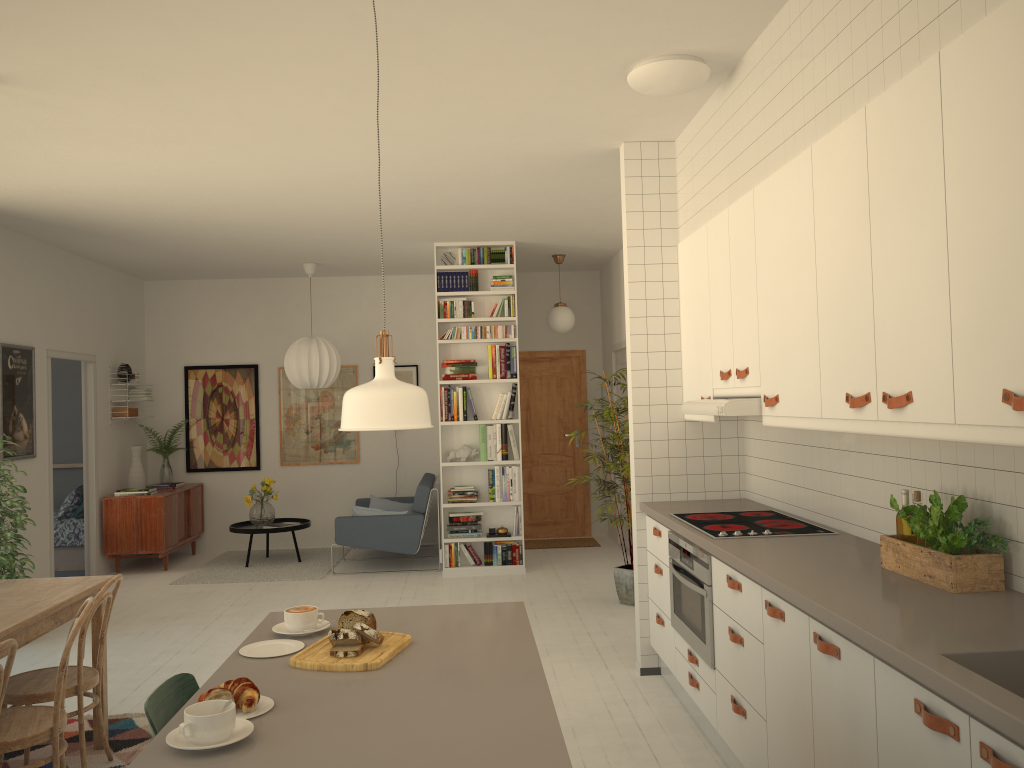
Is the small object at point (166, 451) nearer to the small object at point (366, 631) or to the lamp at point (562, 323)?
the lamp at point (562, 323)

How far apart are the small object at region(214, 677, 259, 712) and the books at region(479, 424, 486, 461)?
5.83m

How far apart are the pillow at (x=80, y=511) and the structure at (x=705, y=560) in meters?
6.6

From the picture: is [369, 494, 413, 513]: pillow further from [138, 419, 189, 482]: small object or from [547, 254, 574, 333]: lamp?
[547, 254, 574, 333]: lamp

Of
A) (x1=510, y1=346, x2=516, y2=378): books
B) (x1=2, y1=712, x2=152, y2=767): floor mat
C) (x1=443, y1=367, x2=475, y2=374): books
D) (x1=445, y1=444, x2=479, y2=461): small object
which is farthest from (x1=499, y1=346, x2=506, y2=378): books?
(x1=2, y1=712, x2=152, y2=767): floor mat

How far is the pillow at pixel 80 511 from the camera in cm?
859

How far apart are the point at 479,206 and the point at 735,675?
4.0 meters

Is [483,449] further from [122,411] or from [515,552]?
[122,411]

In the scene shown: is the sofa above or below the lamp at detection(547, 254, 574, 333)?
below

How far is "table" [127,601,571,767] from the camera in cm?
162
